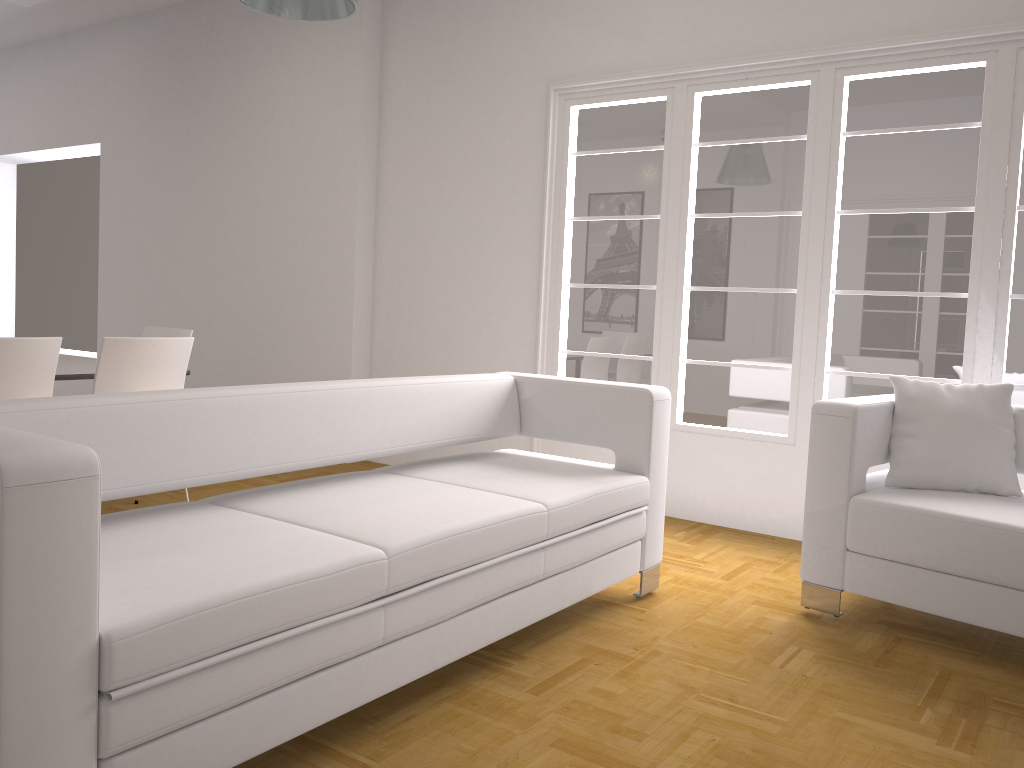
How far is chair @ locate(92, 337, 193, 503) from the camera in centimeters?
406cm

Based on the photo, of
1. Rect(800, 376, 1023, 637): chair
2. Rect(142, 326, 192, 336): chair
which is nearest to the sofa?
Rect(800, 376, 1023, 637): chair

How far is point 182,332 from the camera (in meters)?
5.34

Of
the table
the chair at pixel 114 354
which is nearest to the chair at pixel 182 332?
the table

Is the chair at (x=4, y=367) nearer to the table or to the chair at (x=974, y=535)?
the table

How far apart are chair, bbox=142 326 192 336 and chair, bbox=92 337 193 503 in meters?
0.9

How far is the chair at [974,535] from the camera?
3.0m

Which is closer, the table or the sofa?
the sofa

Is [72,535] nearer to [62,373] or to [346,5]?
[346,5]

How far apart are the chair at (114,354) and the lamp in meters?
1.6
